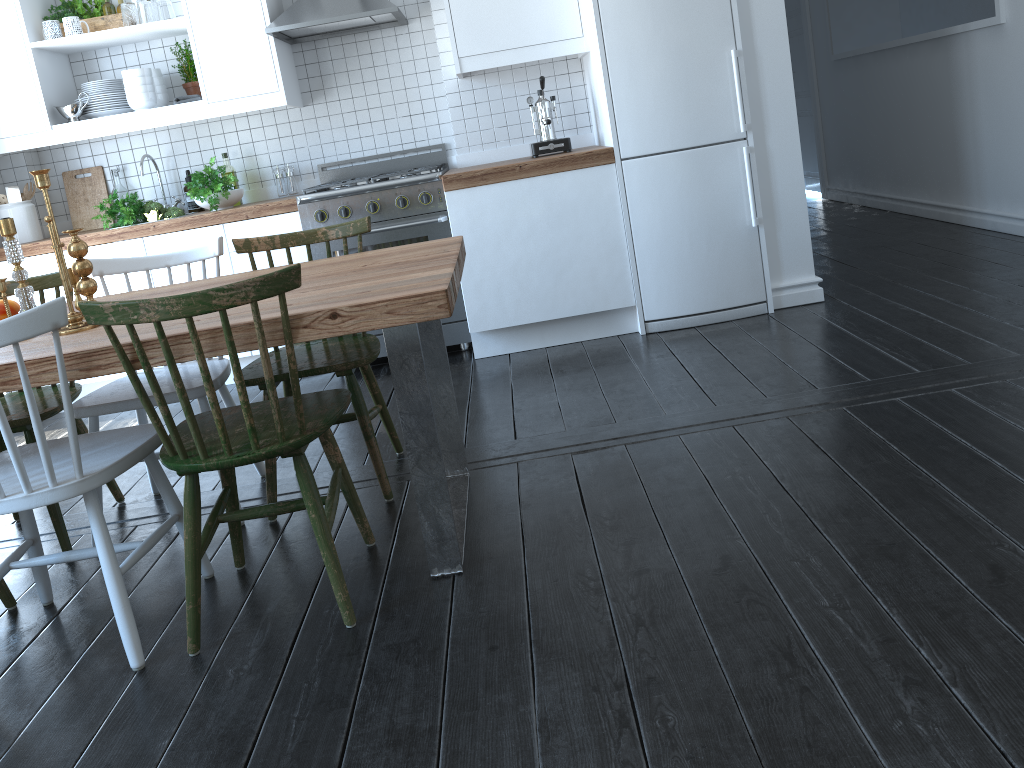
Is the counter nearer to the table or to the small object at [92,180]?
the small object at [92,180]

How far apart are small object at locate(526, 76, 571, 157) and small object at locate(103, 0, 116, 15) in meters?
2.1 m

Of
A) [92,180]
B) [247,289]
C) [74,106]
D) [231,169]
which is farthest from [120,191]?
[247,289]

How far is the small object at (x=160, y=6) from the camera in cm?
419

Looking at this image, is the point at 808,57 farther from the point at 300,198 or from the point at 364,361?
the point at 364,361

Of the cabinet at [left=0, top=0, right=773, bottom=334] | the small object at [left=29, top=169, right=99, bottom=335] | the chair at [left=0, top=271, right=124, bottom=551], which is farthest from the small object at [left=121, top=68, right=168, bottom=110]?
the small object at [left=29, top=169, right=99, bottom=335]

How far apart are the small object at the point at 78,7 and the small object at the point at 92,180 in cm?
75

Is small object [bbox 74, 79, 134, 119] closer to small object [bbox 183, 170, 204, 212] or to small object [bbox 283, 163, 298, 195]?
small object [bbox 183, 170, 204, 212]

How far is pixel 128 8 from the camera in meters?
4.2

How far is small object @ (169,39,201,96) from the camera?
4.4 meters
